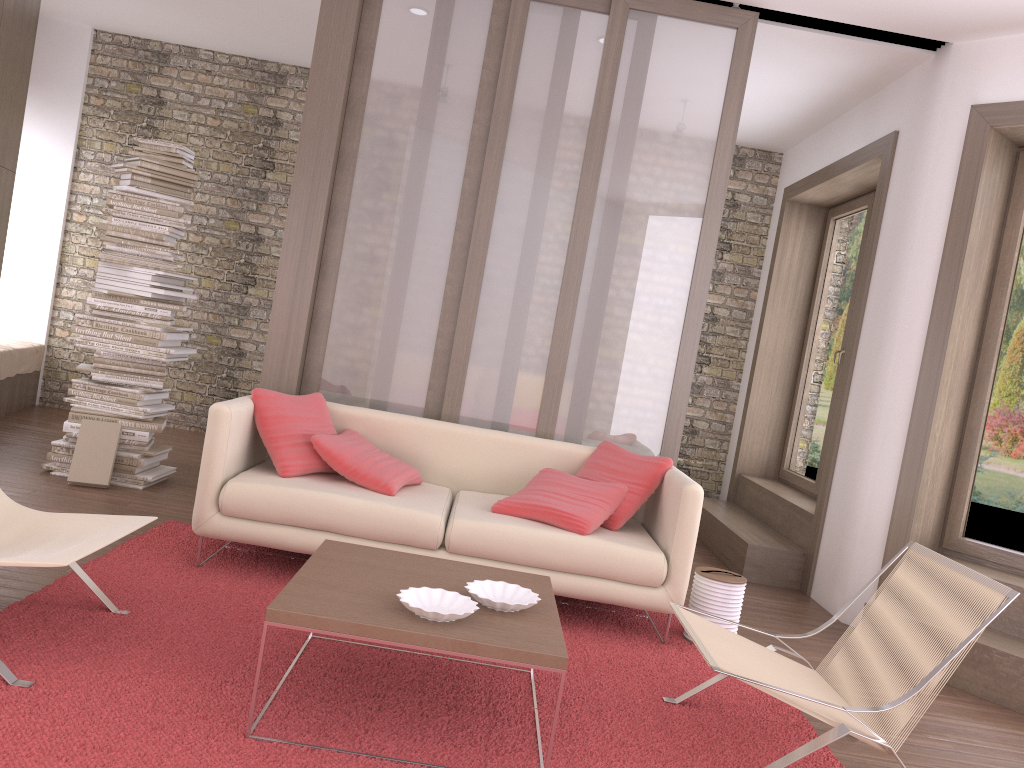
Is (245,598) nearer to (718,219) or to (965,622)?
(965,622)

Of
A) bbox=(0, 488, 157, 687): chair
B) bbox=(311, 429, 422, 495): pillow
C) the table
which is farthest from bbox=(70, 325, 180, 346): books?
the table

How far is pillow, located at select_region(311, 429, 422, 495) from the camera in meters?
4.1 m

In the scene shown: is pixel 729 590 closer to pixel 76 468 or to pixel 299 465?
pixel 299 465

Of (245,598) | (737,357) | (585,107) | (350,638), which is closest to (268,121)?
(585,107)

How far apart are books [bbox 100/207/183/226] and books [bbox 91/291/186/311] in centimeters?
49cm

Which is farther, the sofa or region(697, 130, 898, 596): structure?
region(697, 130, 898, 596): structure

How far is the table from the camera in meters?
2.5

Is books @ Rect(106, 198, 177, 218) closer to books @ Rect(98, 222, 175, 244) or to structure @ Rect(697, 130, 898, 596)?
books @ Rect(98, 222, 175, 244)

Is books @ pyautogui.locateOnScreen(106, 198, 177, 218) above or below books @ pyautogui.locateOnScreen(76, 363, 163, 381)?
above
